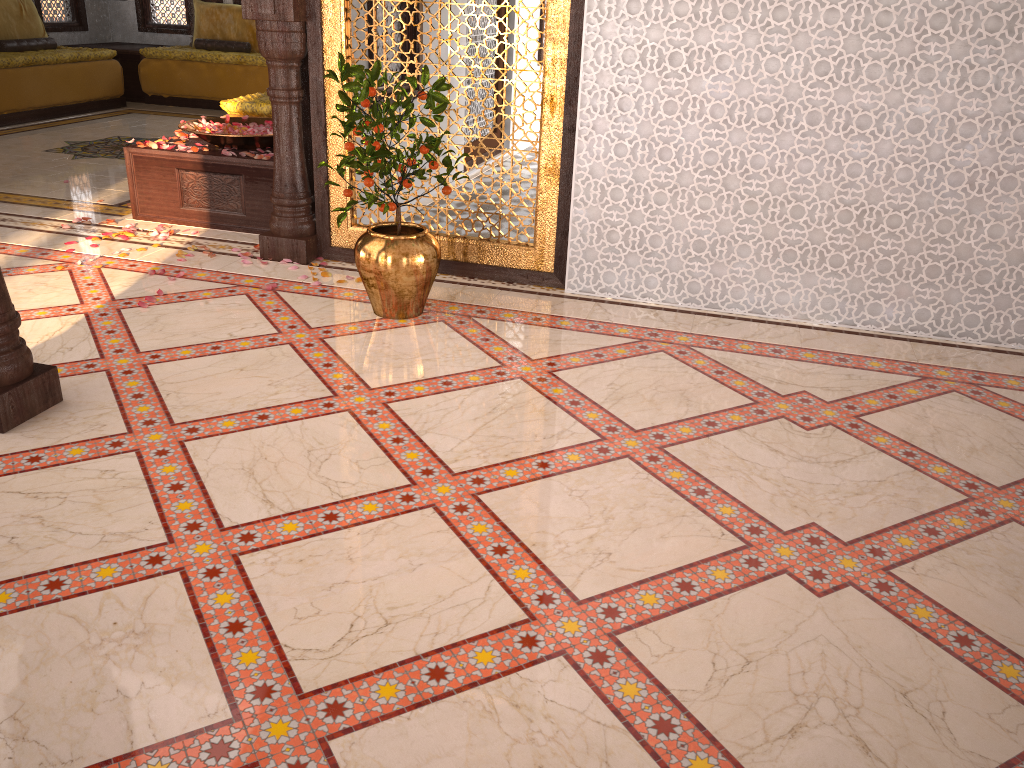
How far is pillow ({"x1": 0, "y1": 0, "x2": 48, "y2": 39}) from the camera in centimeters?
854cm

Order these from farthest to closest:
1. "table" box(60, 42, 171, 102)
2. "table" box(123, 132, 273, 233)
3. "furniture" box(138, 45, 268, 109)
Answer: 1. "table" box(60, 42, 171, 102)
2. "furniture" box(138, 45, 268, 109)
3. "table" box(123, 132, 273, 233)

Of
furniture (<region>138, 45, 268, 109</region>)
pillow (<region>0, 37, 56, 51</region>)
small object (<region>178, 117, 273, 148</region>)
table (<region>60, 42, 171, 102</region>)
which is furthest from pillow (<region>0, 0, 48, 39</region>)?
small object (<region>178, 117, 273, 148</region>)

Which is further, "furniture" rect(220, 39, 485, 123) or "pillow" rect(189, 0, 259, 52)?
"pillow" rect(189, 0, 259, 52)

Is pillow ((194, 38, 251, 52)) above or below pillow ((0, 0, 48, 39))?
below

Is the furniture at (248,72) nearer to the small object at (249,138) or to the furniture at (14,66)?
the furniture at (14,66)

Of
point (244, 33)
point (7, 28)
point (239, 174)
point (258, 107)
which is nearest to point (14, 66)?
point (7, 28)

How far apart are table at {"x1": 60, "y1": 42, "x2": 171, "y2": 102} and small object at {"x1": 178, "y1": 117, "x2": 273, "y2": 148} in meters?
5.0 m

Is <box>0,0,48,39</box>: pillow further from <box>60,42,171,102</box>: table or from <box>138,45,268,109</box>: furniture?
<box>138,45,268,109</box>: furniture

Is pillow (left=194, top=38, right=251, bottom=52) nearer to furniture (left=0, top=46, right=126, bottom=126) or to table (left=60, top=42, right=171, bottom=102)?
table (left=60, top=42, right=171, bottom=102)
